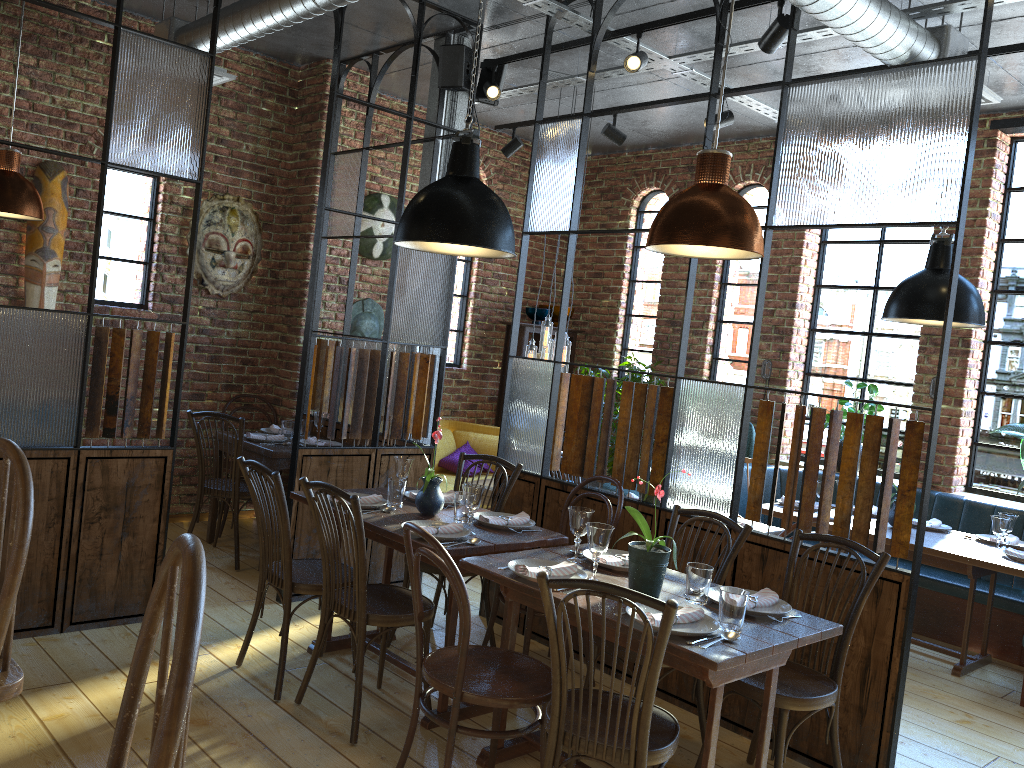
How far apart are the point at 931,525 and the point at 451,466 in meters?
3.5

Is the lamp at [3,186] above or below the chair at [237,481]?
above

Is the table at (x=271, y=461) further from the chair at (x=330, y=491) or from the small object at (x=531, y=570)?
the small object at (x=531, y=570)

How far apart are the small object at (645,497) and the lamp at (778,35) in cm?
215

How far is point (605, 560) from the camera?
3.2m

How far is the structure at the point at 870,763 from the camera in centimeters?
335cm

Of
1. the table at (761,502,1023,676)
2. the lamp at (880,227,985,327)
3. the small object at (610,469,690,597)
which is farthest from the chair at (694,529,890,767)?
the lamp at (880,227,985,327)

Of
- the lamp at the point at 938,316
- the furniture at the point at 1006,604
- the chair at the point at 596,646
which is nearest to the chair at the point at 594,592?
the chair at the point at 596,646

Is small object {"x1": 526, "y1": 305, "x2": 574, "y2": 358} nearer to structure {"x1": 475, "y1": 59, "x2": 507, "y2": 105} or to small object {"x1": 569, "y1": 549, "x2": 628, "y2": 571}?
structure {"x1": 475, "y1": 59, "x2": 507, "y2": 105}

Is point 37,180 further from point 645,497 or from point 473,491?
point 645,497
